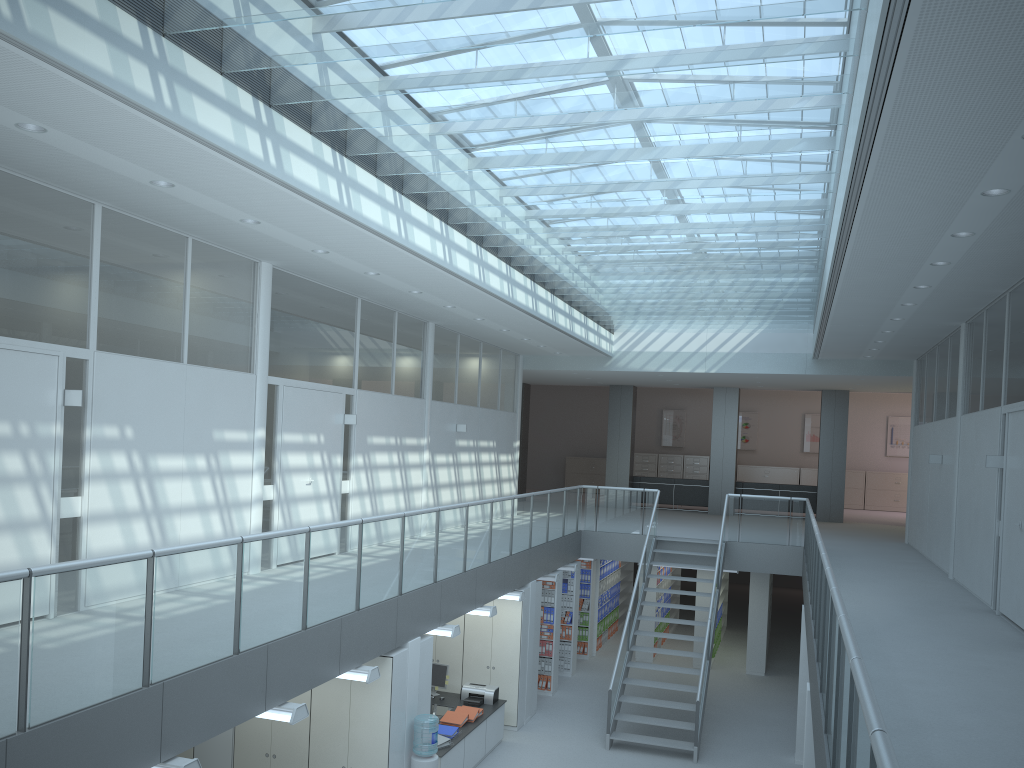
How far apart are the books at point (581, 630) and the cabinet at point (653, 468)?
10.02m

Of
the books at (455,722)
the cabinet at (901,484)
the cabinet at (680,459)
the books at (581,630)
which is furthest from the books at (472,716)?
the cabinet at (901,484)

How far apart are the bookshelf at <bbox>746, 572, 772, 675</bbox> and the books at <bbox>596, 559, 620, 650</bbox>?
2.6m

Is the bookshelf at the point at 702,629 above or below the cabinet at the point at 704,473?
below

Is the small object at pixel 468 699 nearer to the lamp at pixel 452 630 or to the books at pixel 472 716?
the books at pixel 472 716

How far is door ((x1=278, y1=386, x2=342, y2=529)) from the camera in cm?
917

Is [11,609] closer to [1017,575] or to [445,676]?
[1017,575]

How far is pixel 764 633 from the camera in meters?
14.5

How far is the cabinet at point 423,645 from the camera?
8.1 meters

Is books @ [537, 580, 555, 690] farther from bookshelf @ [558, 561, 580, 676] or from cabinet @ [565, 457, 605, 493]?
cabinet @ [565, 457, 605, 493]
